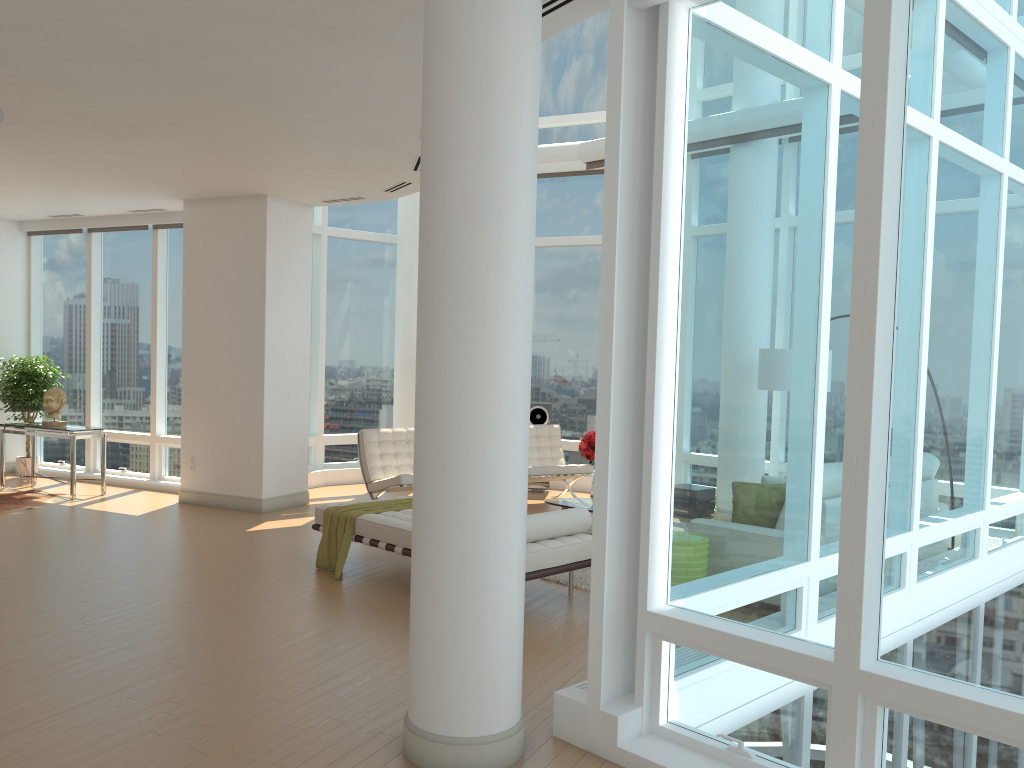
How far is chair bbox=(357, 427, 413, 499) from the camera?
9.1 meters

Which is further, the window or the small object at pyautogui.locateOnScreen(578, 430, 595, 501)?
the small object at pyautogui.locateOnScreen(578, 430, 595, 501)

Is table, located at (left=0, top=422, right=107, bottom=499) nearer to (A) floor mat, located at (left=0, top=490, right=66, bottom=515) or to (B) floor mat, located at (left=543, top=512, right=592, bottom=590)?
(A) floor mat, located at (left=0, top=490, right=66, bottom=515)

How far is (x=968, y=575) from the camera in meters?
3.1 m

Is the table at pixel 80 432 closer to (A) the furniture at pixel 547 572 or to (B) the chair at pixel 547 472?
(A) the furniture at pixel 547 572

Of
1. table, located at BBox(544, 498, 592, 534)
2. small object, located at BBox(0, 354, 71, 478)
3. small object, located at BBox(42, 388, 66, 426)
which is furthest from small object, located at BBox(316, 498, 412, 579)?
small object, located at BBox(0, 354, 71, 478)

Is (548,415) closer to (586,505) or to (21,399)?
(586,505)

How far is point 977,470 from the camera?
3.1m

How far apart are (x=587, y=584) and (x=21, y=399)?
8.3 meters

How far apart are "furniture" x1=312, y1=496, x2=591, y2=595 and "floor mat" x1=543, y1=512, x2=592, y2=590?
0.54m
